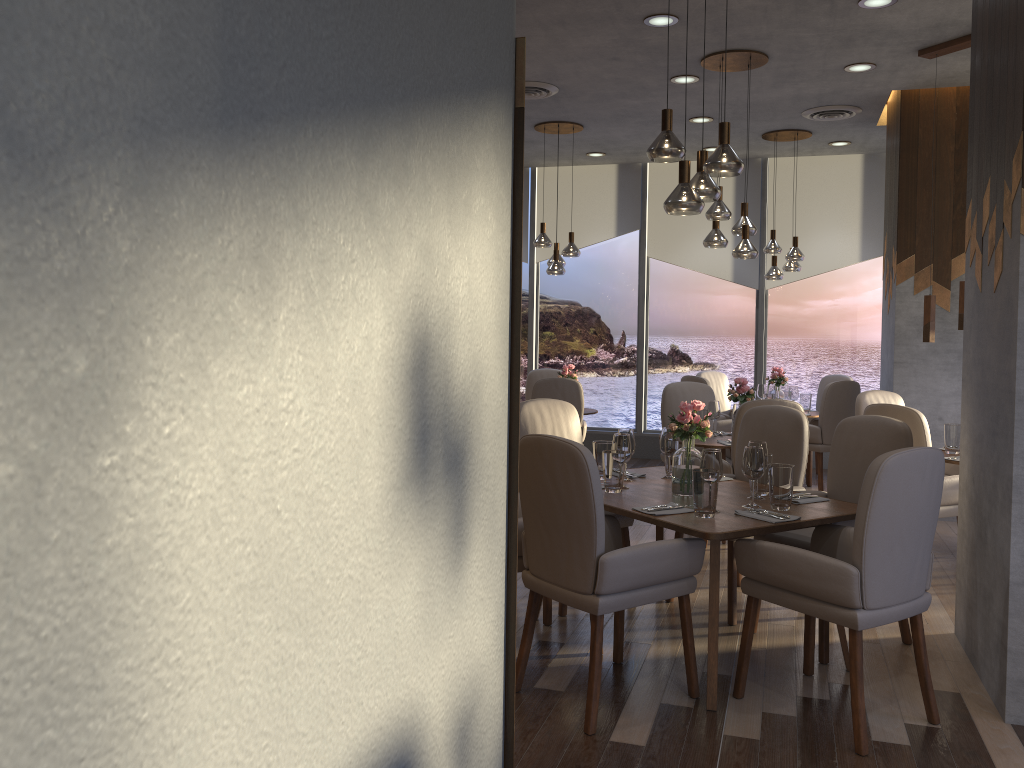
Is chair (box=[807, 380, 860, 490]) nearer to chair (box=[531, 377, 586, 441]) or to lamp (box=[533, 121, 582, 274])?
chair (box=[531, 377, 586, 441])

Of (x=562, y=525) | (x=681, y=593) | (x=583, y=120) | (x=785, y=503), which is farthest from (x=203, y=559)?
(x=583, y=120)

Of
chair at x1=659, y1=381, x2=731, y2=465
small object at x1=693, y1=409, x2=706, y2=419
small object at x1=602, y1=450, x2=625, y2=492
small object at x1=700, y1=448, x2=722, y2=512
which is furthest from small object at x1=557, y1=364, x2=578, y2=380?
small object at x1=700, y1=448, x2=722, y2=512

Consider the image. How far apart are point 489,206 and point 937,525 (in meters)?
5.98

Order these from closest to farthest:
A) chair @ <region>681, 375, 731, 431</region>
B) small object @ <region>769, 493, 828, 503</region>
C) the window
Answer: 1. small object @ <region>769, 493, 828, 503</region>
2. chair @ <region>681, 375, 731, 431</region>
3. the window

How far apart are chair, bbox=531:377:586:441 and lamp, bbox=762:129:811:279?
2.20m

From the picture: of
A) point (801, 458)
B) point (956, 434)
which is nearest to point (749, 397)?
point (956, 434)

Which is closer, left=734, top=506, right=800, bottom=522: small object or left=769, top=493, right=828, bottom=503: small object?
left=734, top=506, right=800, bottom=522: small object

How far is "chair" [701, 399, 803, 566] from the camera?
5.08m

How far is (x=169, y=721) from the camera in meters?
0.8 m
